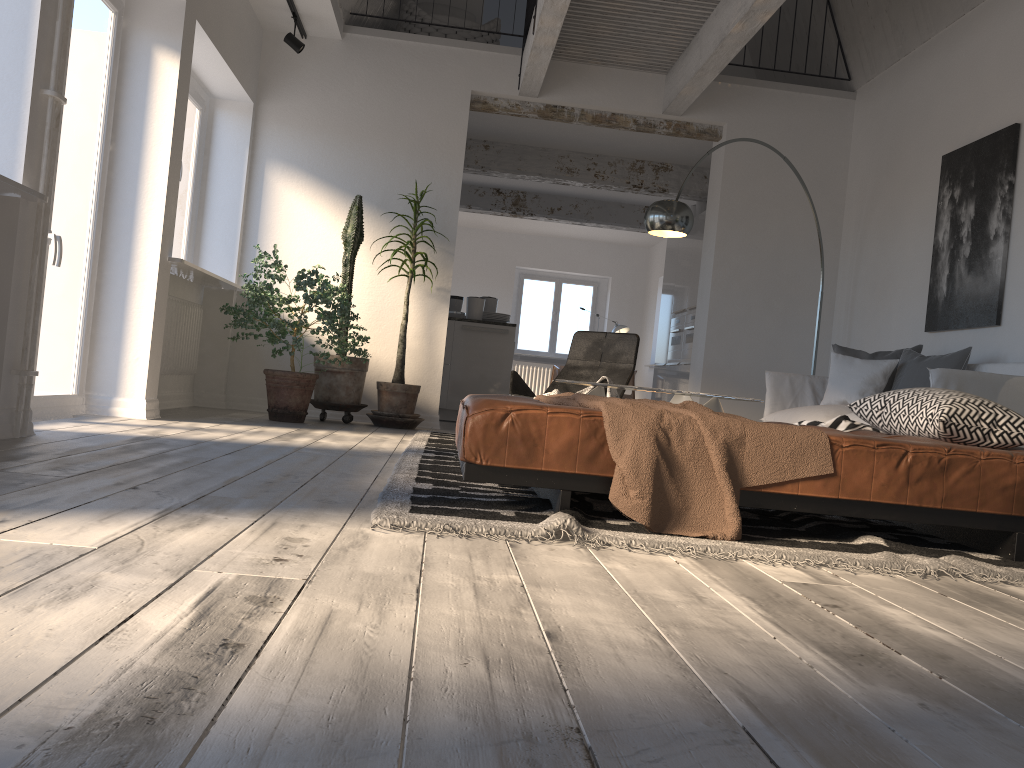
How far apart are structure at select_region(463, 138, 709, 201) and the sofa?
4.1 meters

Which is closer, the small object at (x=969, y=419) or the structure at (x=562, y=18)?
the small object at (x=969, y=419)

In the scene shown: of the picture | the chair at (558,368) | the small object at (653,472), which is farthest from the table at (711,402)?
the chair at (558,368)

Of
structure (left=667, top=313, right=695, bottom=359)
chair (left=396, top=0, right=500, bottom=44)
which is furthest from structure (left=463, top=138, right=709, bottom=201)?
structure (left=667, top=313, right=695, bottom=359)

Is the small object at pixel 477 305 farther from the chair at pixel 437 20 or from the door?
the door

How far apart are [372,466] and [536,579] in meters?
2.0 m

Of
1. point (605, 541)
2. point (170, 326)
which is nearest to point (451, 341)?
point (170, 326)

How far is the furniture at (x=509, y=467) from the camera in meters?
2.6 m

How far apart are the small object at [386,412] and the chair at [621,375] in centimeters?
103cm

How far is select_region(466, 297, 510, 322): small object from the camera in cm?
858
